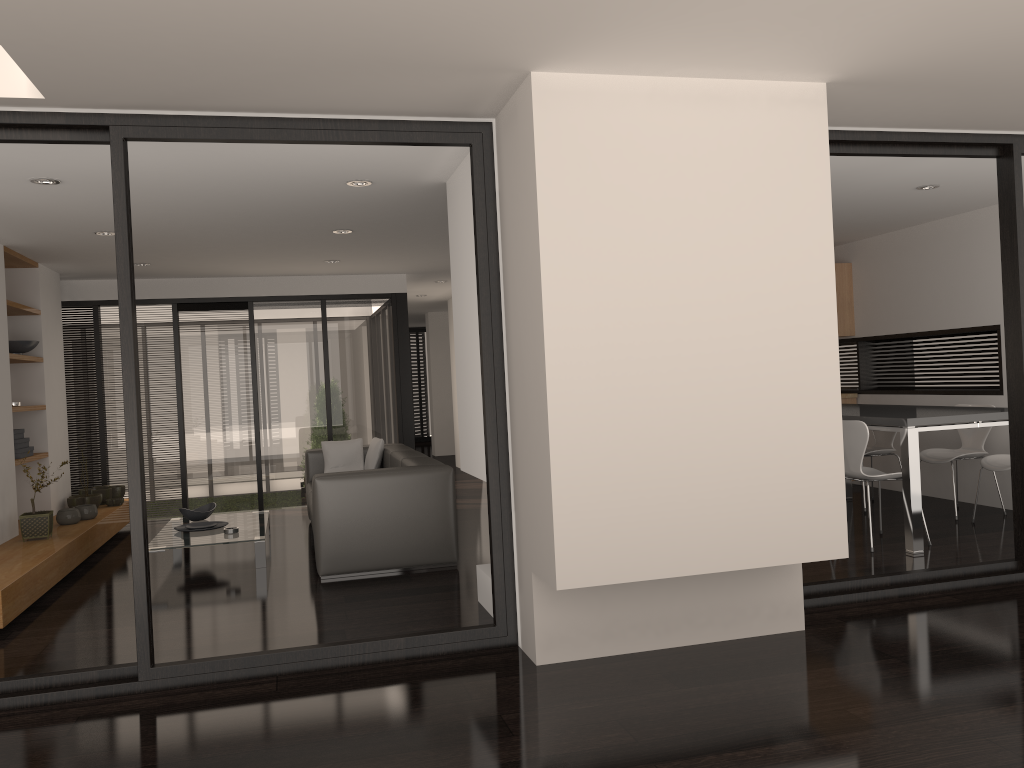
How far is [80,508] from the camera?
7.18m

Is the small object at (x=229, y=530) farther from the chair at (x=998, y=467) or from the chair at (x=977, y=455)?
the chair at (x=998, y=467)

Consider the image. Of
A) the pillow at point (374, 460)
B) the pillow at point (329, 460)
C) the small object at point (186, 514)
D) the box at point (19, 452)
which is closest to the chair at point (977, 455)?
the pillow at point (374, 460)

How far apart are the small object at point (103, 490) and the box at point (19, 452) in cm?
130

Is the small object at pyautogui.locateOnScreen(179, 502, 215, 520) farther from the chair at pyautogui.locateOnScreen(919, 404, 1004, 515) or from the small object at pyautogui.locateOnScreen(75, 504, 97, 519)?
the chair at pyautogui.locateOnScreen(919, 404, 1004, 515)

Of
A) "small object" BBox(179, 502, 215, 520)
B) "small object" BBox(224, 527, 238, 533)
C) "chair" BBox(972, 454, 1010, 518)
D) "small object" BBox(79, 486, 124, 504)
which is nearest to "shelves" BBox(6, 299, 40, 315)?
"small object" BBox(79, 486, 124, 504)

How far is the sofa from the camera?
5.67m

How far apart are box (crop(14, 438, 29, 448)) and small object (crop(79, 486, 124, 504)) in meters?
1.2 m

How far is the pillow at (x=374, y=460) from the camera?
7.87m

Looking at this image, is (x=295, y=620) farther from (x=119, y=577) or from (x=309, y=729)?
(x=119, y=577)
